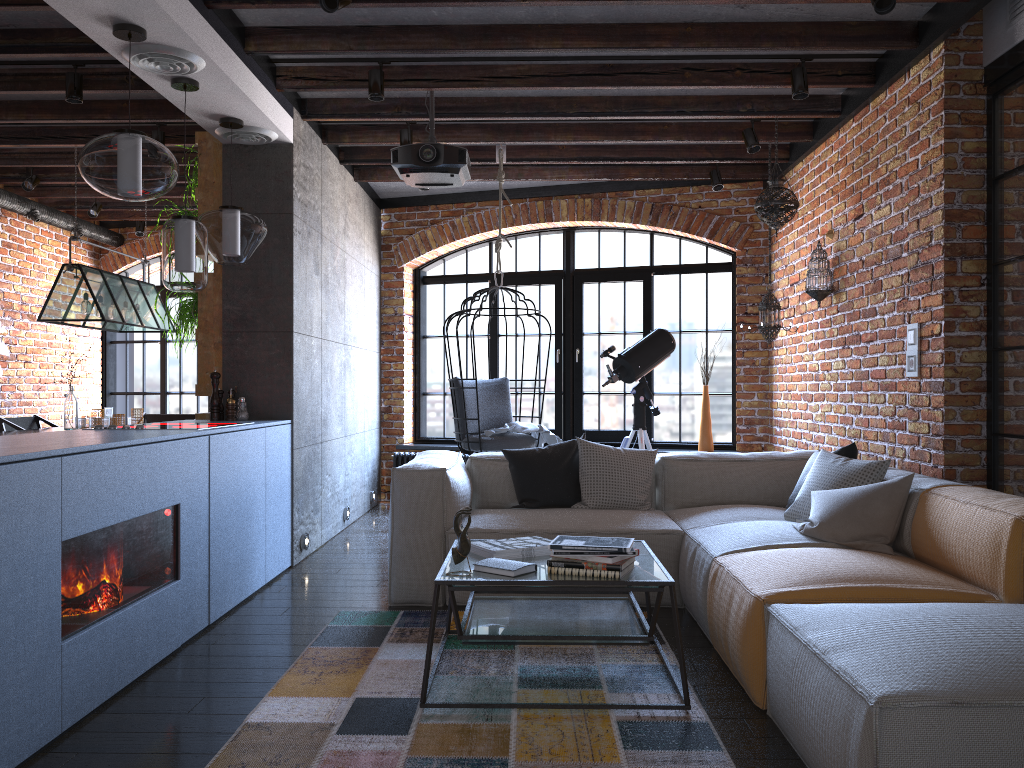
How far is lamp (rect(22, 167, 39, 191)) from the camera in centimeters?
668cm

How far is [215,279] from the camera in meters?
5.2 m

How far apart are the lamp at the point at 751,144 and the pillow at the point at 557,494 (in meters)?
2.29

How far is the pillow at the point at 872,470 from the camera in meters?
3.8 m

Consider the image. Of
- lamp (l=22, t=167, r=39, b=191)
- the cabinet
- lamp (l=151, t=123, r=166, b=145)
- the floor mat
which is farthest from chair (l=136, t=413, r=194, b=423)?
the floor mat

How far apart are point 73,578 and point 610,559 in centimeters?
165cm

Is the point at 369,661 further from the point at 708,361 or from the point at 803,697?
the point at 708,361

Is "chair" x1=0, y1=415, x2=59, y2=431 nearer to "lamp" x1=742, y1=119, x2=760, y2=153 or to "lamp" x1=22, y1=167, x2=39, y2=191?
"lamp" x1=22, y1=167, x2=39, y2=191

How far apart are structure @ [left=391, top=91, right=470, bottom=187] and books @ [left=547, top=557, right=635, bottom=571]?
2.55m

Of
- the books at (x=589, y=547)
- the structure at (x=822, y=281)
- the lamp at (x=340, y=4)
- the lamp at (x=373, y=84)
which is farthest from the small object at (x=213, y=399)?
the structure at (x=822, y=281)
